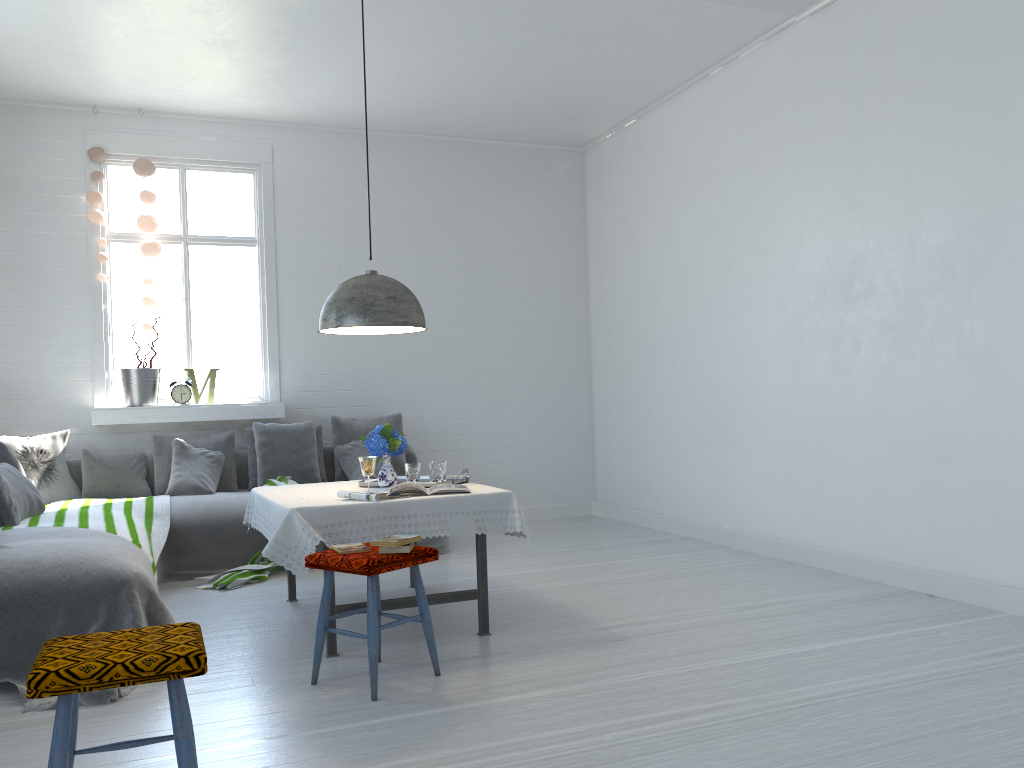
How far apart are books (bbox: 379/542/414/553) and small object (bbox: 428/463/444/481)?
1.2m

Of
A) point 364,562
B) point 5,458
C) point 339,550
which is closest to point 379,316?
point 339,550

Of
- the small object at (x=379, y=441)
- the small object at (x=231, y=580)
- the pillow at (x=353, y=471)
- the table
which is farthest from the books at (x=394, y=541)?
the pillow at (x=353, y=471)

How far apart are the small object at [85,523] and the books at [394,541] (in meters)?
1.79

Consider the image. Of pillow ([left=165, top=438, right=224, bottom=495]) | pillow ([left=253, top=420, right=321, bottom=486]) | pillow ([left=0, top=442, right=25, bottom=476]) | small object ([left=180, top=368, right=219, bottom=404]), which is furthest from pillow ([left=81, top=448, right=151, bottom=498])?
pillow ([left=0, top=442, right=25, bottom=476])

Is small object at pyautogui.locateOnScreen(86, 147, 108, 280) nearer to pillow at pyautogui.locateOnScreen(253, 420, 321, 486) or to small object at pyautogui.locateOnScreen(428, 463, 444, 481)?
pillow at pyautogui.locateOnScreen(253, 420, 321, 486)

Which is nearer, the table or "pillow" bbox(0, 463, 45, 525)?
the table

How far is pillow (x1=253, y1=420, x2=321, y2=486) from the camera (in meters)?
7.07

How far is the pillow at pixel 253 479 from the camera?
7.15m

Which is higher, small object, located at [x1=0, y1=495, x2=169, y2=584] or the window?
the window
